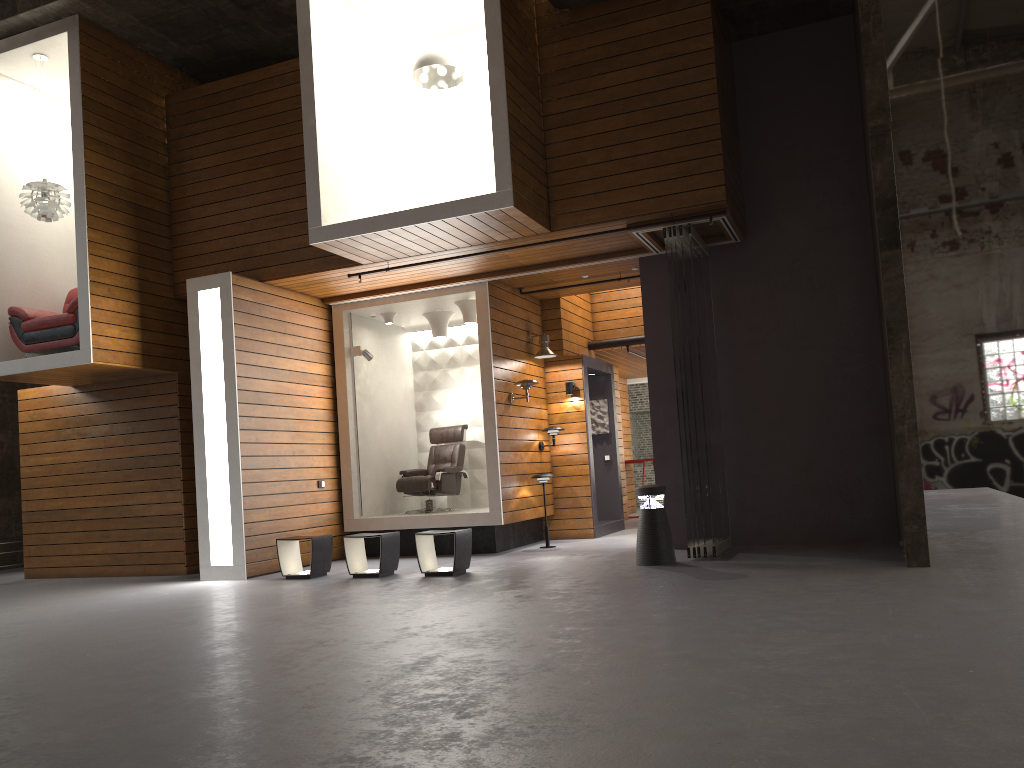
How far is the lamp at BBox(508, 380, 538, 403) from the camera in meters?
10.0

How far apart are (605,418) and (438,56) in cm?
572

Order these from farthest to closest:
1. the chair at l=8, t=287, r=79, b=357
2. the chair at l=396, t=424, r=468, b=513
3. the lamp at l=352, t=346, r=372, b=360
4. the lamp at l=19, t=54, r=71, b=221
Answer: the chair at l=396, t=424, r=468, b=513, the lamp at l=352, t=346, r=372, b=360, the lamp at l=19, t=54, r=71, b=221, the chair at l=8, t=287, r=79, b=357

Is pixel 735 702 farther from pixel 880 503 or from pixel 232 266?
pixel 232 266

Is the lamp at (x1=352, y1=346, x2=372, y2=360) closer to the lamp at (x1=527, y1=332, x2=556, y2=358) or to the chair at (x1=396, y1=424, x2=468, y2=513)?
the chair at (x1=396, y1=424, x2=468, y2=513)

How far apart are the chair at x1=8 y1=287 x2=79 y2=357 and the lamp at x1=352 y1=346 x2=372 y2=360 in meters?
3.0

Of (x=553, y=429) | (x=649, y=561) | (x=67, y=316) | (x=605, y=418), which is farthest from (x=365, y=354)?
(x=649, y=561)

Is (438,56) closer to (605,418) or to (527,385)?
(527,385)

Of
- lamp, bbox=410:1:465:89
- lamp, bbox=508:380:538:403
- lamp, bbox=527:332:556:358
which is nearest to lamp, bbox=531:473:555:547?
lamp, bbox=508:380:538:403

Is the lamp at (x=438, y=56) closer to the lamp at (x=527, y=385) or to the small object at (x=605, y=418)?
the lamp at (x=527, y=385)
